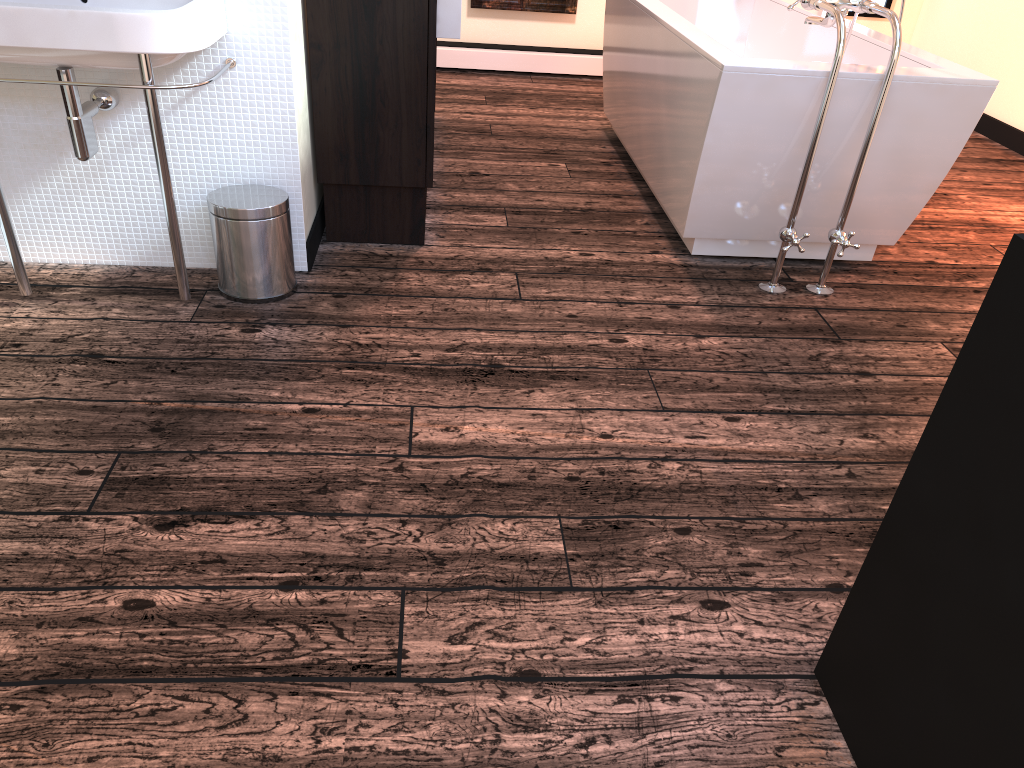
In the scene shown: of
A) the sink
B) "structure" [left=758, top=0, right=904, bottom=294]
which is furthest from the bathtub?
the sink

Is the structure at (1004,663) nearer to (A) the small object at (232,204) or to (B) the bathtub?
(B) the bathtub

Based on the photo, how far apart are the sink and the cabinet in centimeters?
34cm

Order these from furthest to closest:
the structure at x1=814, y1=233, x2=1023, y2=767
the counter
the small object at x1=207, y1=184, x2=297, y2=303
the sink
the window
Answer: the window < the counter < the small object at x1=207, y1=184, x2=297, y2=303 < the sink < the structure at x1=814, y1=233, x2=1023, y2=767

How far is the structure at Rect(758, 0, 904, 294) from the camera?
2.5 meters

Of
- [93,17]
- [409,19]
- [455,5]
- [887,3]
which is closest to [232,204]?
[93,17]

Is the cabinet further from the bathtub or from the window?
the window

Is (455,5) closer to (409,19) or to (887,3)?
(409,19)

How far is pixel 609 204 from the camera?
3.5m

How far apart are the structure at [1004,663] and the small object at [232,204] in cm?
175
